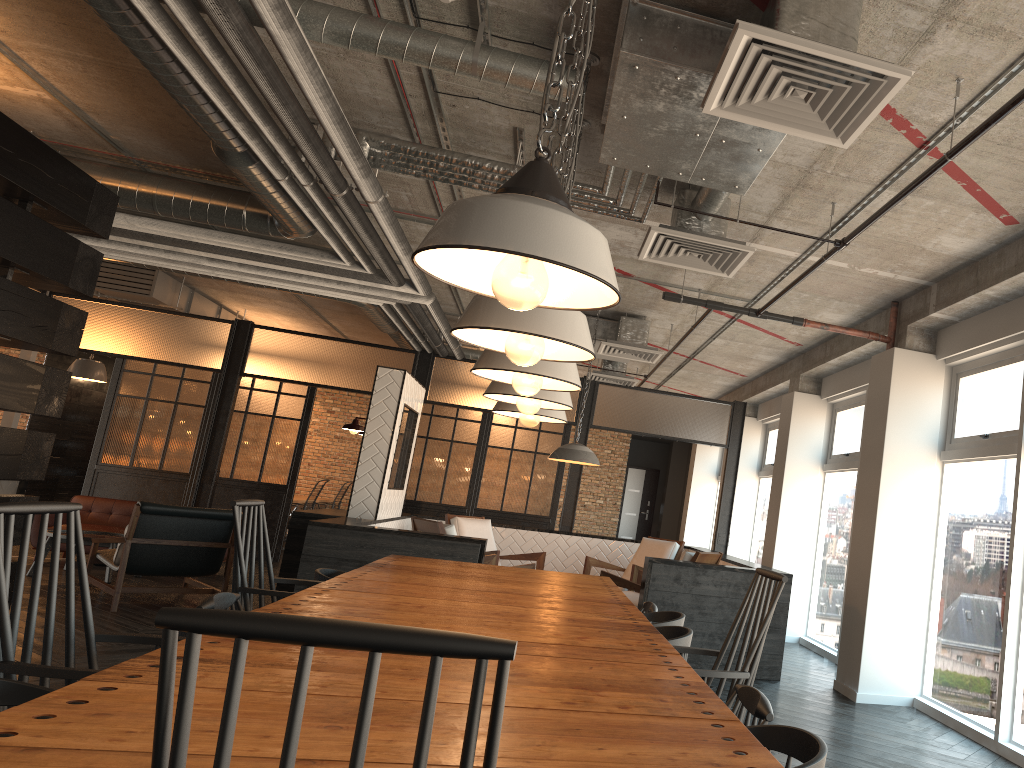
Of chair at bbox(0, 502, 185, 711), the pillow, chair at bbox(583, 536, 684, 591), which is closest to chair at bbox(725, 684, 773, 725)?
chair at bbox(0, 502, 185, 711)

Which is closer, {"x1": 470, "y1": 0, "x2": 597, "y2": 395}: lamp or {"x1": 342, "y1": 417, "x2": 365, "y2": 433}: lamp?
{"x1": 470, "y1": 0, "x2": 597, "y2": 395}: lamp

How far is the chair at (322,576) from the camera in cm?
409

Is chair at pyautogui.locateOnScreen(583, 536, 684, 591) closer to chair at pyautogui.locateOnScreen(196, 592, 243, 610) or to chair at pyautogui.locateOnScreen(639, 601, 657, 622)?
chair at pyautogui.locateOnScreen(639, 601, 657, 622)

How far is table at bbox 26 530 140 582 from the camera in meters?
8.3

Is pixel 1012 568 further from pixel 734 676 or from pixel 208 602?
pixel 208 602

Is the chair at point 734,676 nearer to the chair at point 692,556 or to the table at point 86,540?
the chair at point 692,556

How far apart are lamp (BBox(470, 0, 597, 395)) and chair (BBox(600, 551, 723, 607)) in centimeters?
417cm

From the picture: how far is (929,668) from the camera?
5.8m

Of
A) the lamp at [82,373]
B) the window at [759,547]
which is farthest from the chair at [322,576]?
the lamp at [82,373]
